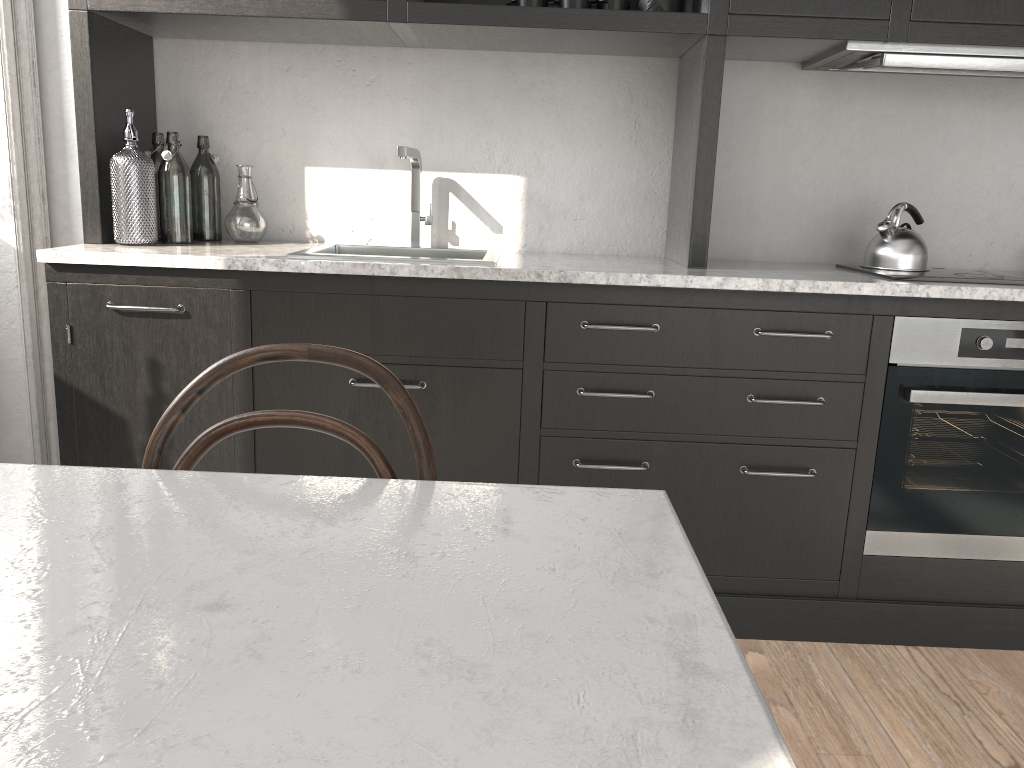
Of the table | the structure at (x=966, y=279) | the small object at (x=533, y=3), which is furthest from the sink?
the table

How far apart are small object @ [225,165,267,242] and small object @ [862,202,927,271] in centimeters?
174cm

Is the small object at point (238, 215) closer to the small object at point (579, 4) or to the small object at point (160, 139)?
the small object at point (160, 139)

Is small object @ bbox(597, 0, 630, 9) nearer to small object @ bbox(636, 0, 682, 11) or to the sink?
small object @ bbox(636, 0, 682, 11)

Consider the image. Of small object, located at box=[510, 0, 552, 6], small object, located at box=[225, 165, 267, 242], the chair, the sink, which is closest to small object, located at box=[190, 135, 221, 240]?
small object, located at box=[225, 165, 267, 242]

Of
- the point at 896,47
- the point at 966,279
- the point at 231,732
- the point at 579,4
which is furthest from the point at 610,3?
the point at 231,732

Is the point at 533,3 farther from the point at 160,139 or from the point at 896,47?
the point at 160,139

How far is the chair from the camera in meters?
1.1

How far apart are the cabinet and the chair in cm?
97

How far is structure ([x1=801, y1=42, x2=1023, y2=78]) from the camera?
2.2m
